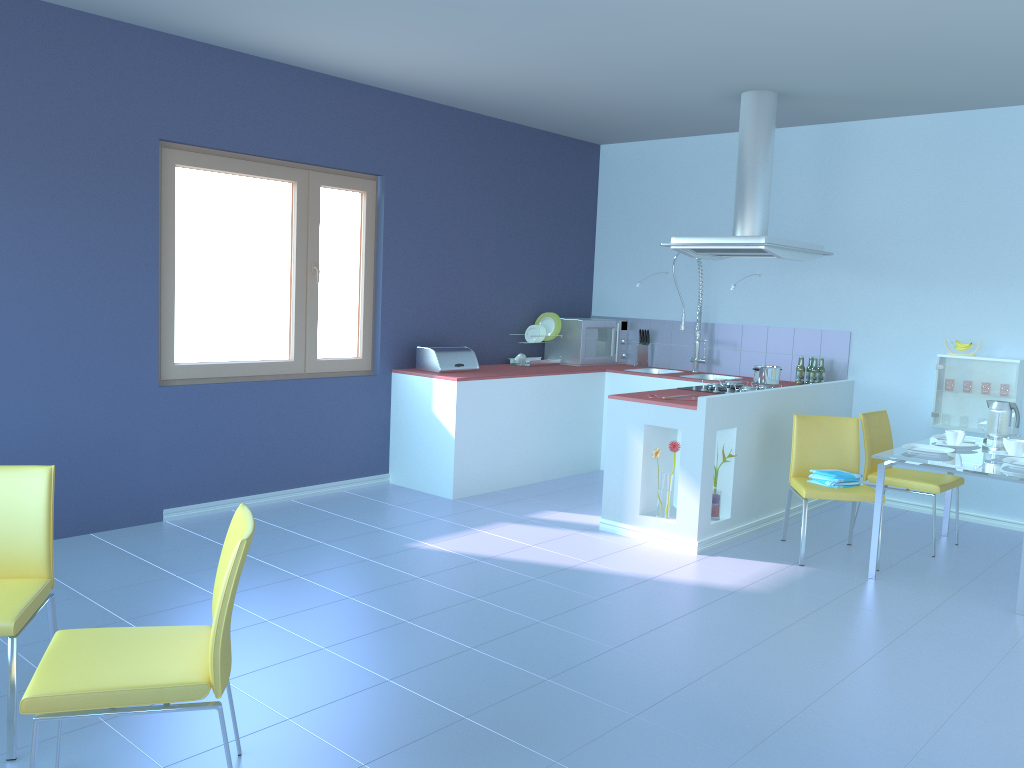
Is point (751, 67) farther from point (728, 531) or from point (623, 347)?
point (623, 347)

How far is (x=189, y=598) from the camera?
3.6m

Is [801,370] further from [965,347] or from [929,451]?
[929,451]

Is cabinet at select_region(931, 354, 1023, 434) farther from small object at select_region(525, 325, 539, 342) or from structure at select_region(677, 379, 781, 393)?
small object at select_region(525, 325, 539, 342)

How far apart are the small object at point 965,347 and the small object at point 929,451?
1.25m

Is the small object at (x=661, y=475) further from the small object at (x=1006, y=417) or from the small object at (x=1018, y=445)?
the small object at (x=1006, y=417)

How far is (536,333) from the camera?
6.5m

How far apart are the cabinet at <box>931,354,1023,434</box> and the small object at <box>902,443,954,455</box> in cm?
109

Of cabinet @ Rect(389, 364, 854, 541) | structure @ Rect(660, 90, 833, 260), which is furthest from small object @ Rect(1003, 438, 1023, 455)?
structure @ Rect(660, 90, 833, 260)

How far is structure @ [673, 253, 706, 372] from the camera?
6.52m
